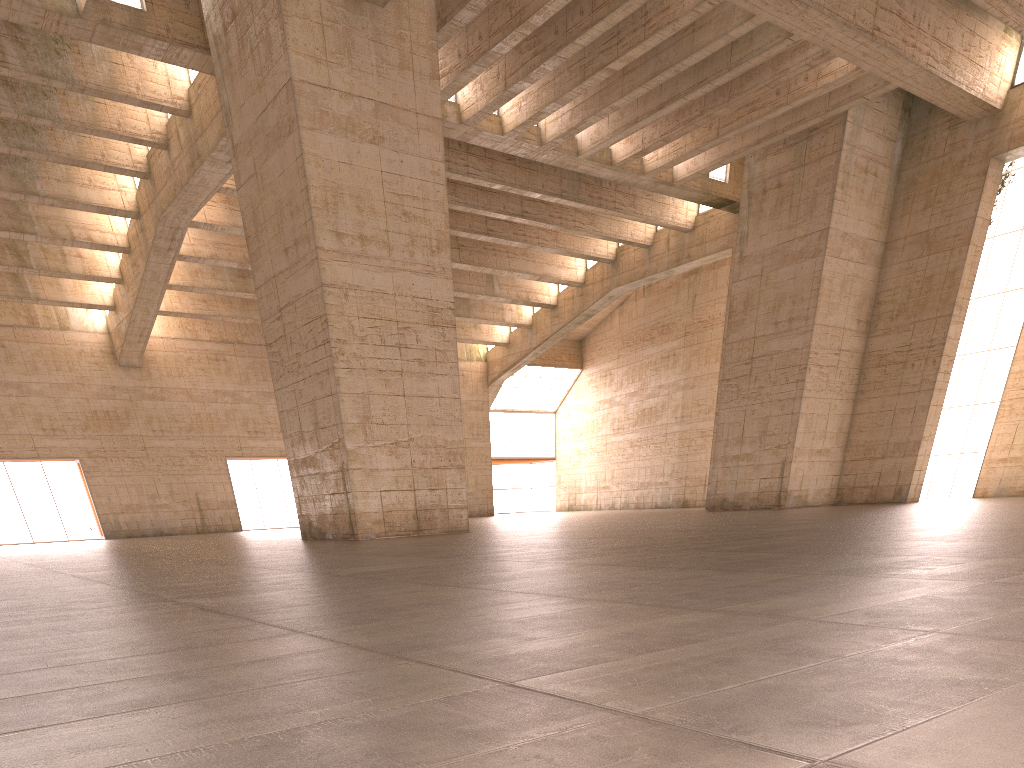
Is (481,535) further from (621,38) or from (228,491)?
(228,491)

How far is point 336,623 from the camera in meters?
4.4
